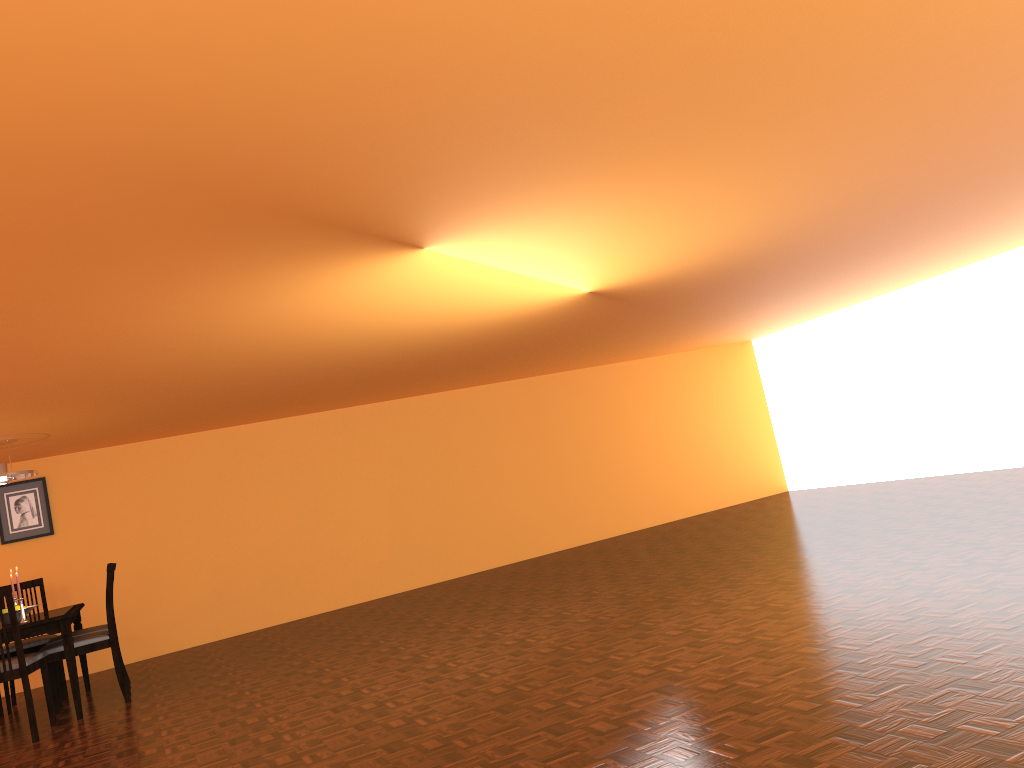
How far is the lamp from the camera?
5.6m

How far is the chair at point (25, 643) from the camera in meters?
5.8

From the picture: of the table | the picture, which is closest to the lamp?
the table

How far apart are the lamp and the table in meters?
0.9 m

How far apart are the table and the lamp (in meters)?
0.89

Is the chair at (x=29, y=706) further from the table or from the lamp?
the lamp

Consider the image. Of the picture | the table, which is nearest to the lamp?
the table

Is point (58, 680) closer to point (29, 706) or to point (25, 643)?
point (25, 643)

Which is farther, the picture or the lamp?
the picture

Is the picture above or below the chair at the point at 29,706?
above
